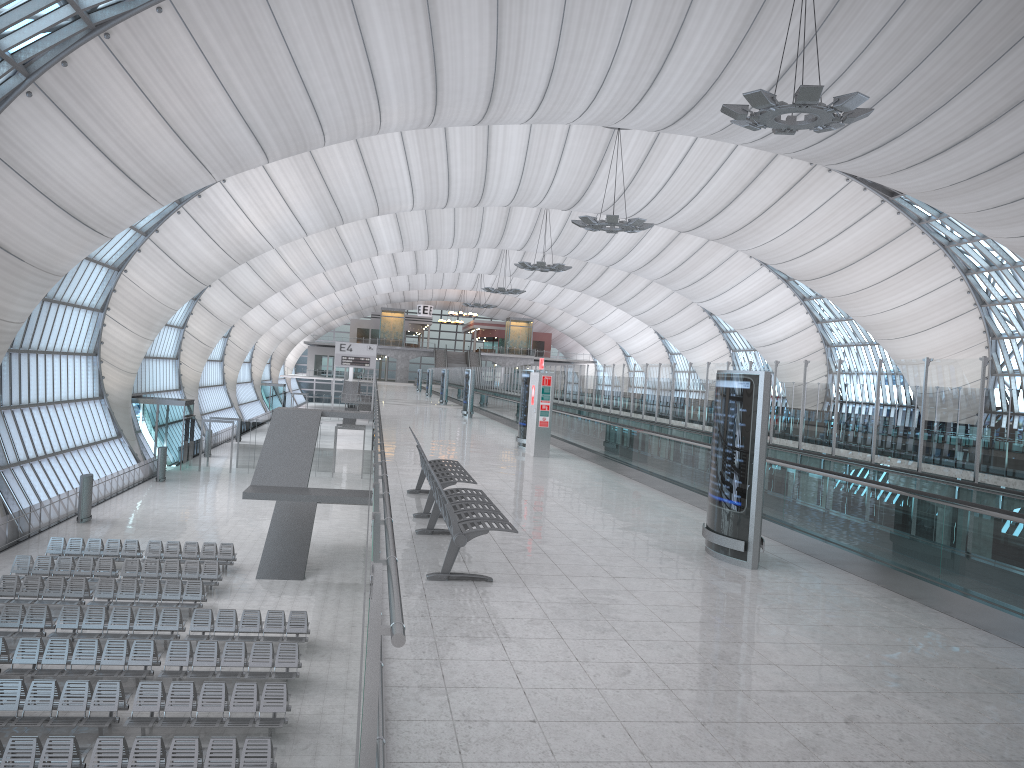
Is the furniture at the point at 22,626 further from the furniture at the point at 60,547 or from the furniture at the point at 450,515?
the furniture at the point at 450,515

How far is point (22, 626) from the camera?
19.6m

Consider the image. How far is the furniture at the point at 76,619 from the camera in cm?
1982

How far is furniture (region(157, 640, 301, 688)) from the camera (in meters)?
17.63

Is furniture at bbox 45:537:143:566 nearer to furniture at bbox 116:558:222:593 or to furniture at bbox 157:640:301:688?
furniture at bbox 116:558:222:593

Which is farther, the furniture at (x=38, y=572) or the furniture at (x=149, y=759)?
the furniture at (x=38, y=572)

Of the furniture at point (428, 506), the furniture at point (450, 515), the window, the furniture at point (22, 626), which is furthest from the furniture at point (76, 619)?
the window

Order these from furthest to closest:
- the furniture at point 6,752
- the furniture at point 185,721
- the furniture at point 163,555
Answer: the furniture at point 163,555, the furniture at point 185,721, the furniture at point 6,752

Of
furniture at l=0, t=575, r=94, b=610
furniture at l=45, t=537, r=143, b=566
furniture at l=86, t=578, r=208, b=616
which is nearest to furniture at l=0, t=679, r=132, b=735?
furniture at l=86, t=578, r=208, b=616

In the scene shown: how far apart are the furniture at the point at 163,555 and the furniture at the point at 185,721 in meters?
11.1 m
